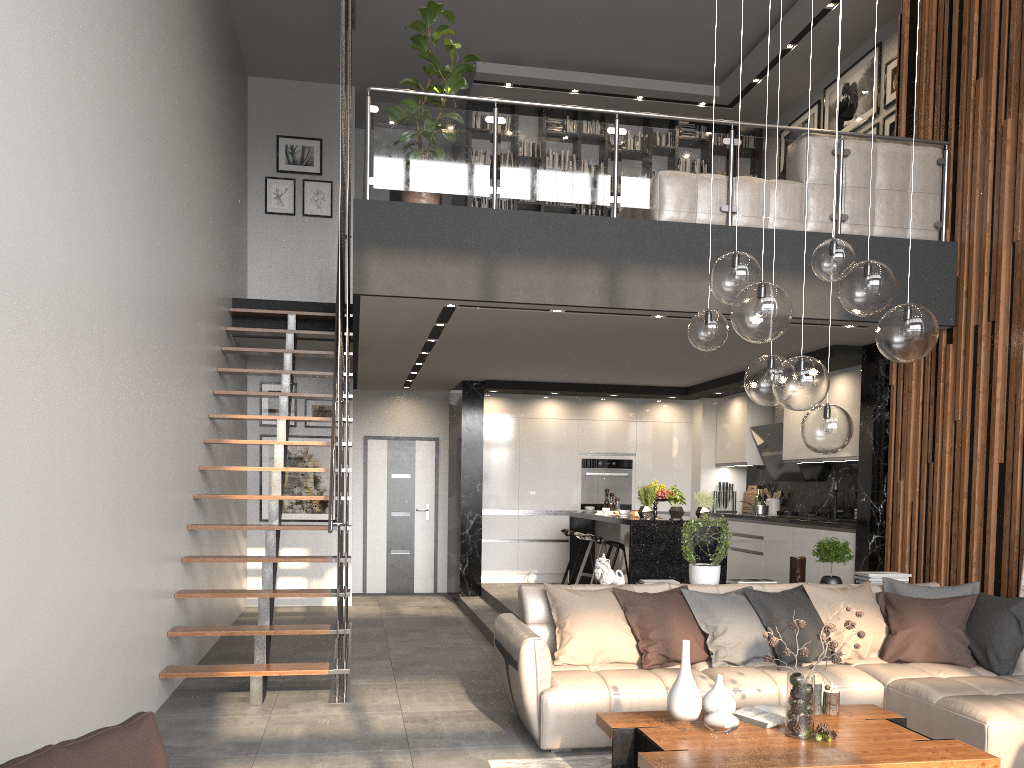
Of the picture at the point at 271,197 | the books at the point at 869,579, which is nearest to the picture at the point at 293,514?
the picture at the point at 271,197

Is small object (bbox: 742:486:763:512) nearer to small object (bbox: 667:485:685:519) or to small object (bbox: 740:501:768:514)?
small object (bbox: 740:501:768:514)

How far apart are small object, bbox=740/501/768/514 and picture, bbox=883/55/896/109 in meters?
4.2 m

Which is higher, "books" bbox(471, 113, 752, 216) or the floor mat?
"books" bbox(471, 113, 752, 216)

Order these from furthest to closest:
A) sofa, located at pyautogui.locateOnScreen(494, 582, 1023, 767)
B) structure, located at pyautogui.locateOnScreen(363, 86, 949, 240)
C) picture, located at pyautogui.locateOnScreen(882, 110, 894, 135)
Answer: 1. picture, located at pyautogui.locateOnScreen(882, 110, 894, 135)
2. structure, located at pyautogui.locateOnScreen(363, 86, 949, 240)
3. sofa, located at pyautogui.locateOnScreen(494, 582, 1023, 767)

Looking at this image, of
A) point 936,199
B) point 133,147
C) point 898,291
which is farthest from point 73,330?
point 936,199

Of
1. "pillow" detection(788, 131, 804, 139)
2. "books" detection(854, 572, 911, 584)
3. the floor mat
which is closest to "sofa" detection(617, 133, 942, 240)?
"pillow" detection(788, 131, 804, 139)

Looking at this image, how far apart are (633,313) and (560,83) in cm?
470

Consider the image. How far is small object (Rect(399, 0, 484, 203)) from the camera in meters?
6.2 m

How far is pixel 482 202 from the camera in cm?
1031
